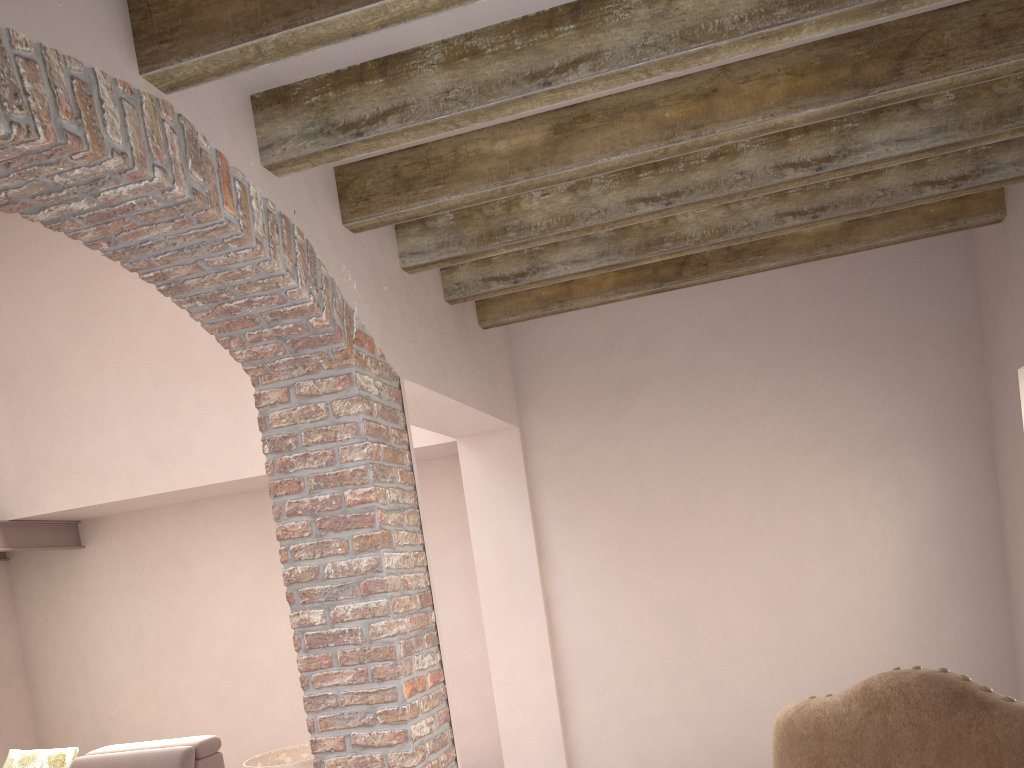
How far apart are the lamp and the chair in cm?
238

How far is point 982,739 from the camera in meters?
1.2 m

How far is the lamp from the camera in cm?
344

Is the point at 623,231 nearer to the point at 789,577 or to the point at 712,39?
the point at 712,39

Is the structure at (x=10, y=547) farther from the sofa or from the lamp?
the lamp

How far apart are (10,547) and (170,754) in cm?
233

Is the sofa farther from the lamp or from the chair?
the chair

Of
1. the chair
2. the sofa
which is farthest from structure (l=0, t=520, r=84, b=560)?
the chair

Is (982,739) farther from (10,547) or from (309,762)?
(10,547)

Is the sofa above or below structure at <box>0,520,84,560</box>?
below
